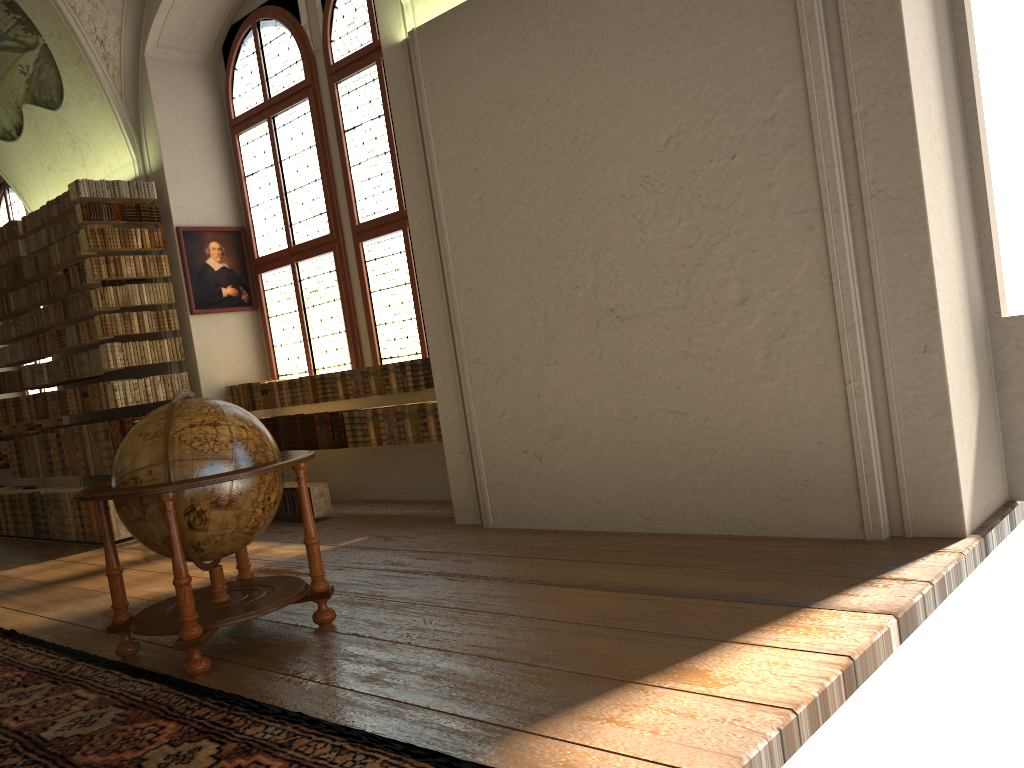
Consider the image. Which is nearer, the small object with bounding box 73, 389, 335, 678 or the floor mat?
the floor mat

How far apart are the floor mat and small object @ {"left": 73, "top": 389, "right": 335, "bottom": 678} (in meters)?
0.08

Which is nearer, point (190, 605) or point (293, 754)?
point (293, 754)

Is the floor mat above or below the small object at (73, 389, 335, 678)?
below

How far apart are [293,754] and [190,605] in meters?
1.4 m

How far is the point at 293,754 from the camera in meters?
3.3 m

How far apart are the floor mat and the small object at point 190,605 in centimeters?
8cm

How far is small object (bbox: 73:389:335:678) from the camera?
4.4 meters

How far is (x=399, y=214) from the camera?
8.7m

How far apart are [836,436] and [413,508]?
4.62m
